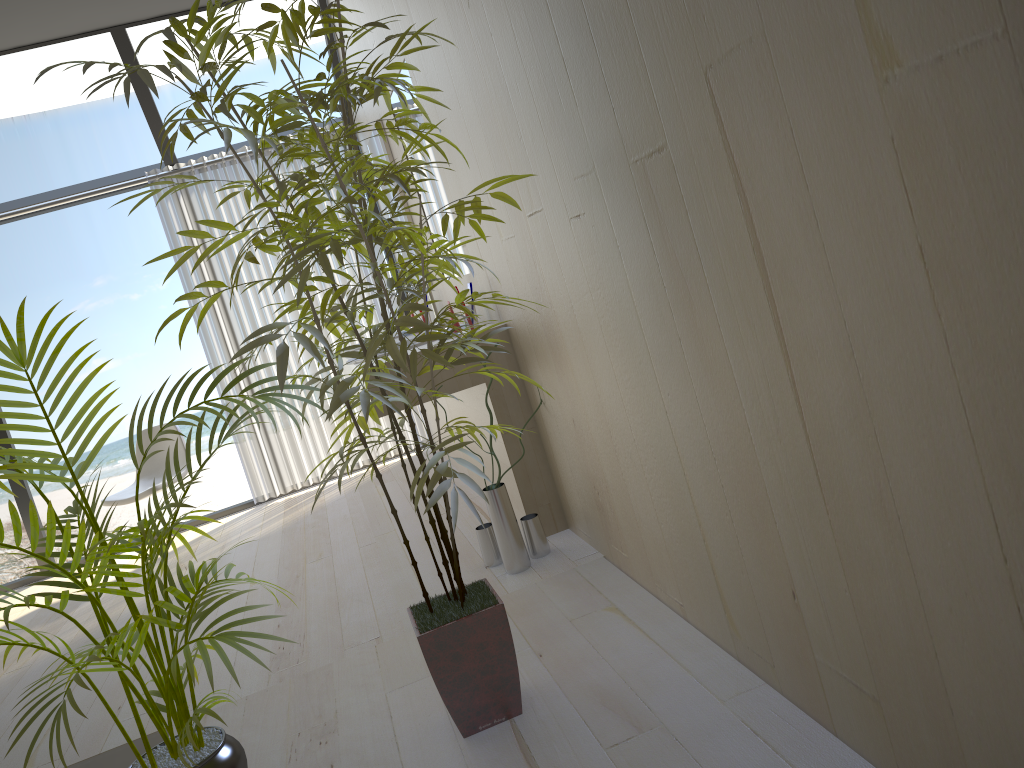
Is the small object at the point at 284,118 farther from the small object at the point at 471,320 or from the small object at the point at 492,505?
the small object at the point at 471,320

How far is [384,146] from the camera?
4.4 meters

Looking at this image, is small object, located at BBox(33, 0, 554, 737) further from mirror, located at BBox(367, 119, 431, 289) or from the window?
the window

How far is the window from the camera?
4.6 meters

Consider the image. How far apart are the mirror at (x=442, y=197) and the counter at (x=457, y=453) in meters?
0.9

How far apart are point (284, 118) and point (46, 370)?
0.6m

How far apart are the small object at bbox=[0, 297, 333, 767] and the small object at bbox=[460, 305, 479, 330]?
1.4 meters

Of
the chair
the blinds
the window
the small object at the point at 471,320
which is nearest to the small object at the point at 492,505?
the small object at the point at 471,320

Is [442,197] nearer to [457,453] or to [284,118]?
[457,453]

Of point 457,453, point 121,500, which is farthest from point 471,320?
point 121,500
